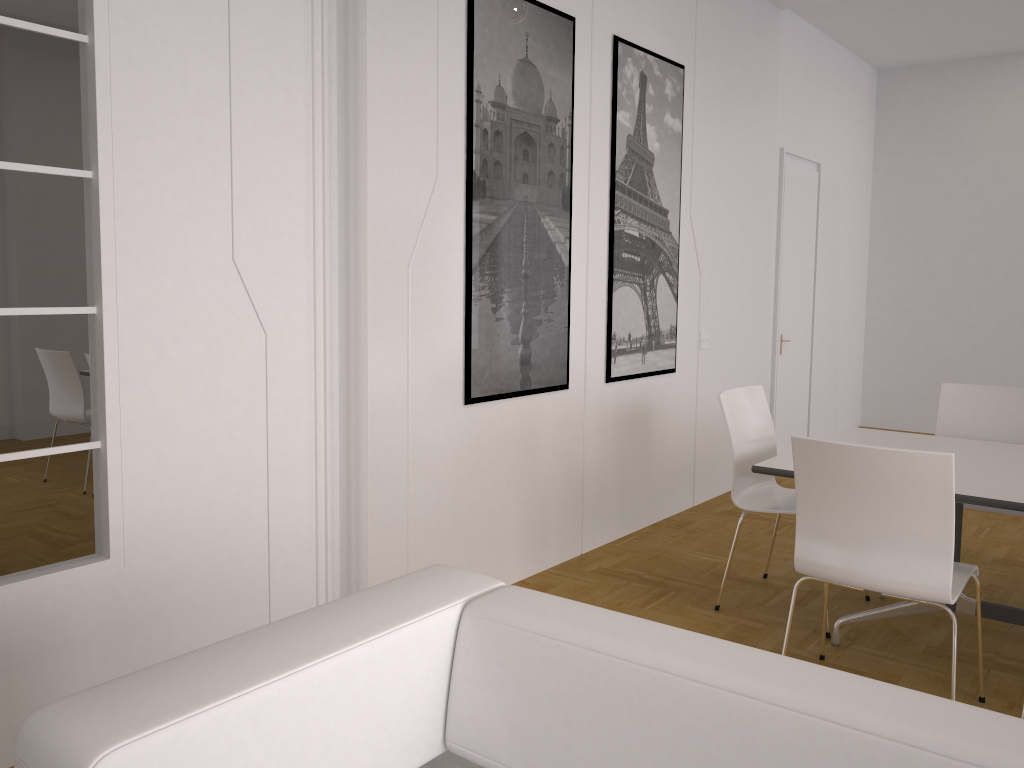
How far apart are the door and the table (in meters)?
2.80

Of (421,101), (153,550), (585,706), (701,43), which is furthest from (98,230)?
(701,43)

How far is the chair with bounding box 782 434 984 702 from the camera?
2.61m

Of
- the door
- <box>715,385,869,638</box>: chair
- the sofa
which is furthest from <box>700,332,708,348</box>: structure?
the sofa

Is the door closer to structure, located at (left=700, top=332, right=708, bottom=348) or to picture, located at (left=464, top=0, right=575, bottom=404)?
structure, located at (left=700, top=332, right=708, bottom=348)

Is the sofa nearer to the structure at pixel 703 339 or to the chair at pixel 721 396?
the chair at pixel 721 396

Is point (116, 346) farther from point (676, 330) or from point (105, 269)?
point (676, 330)

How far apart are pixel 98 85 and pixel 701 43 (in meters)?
3.72

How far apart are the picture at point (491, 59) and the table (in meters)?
1.16

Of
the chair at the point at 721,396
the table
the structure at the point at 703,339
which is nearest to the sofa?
the table
